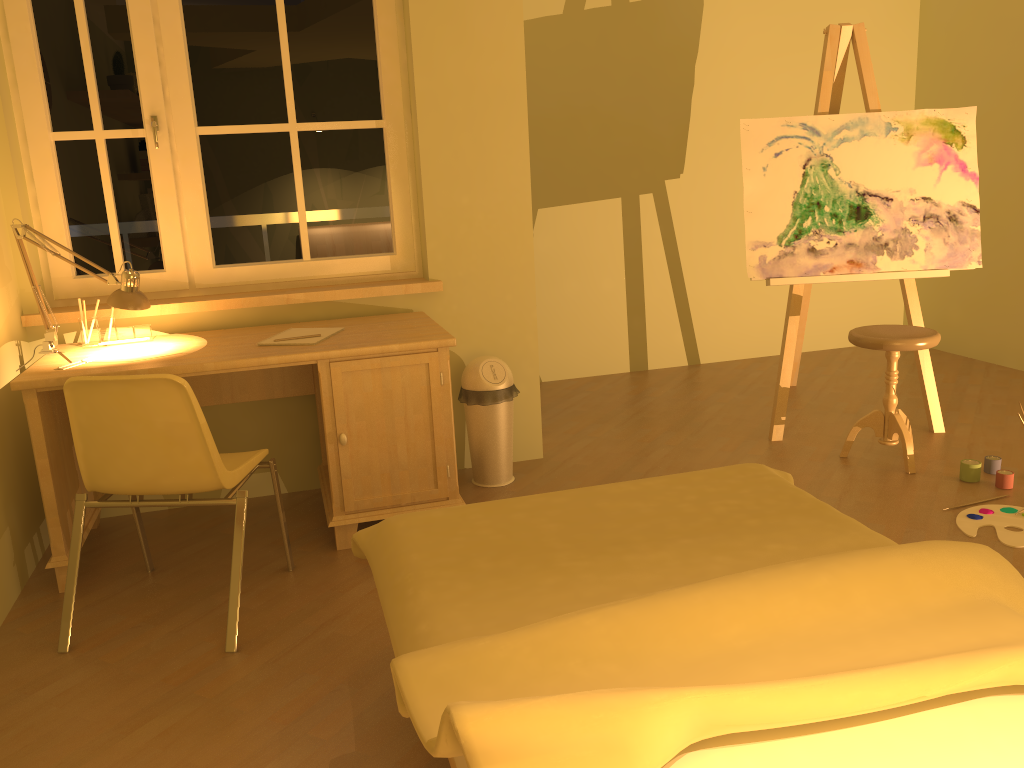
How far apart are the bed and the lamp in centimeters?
127cm

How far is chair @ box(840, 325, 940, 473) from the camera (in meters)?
3.47

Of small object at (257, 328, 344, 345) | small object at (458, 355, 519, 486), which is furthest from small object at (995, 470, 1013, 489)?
small object at (257, 328, 344, 345)

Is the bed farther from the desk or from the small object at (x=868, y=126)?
the small object at (x=868, y=126)

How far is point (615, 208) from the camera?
5.3m

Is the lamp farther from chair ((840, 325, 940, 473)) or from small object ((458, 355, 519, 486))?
chair ((840, 325, 940, 473))

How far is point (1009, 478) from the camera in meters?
3.3 m

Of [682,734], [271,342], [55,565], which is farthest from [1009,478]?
[55,565]

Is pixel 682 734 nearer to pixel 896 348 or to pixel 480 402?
pixel 480 402

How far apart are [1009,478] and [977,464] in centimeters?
12cm
